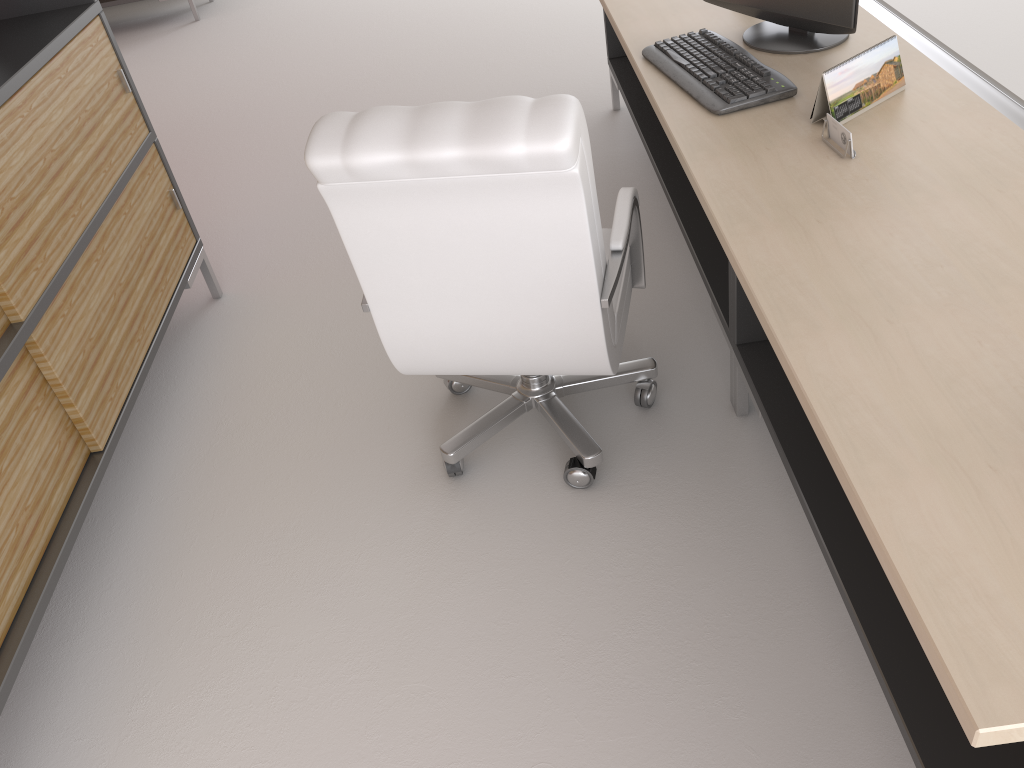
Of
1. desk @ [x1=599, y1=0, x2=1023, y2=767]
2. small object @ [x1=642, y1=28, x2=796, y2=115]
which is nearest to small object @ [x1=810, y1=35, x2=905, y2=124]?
desk @ [x1=599, y1=0, x2=1023, y2=767]

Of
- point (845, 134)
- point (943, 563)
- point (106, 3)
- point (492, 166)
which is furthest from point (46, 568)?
point (106, 3)

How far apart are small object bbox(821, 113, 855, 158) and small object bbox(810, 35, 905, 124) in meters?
0.1

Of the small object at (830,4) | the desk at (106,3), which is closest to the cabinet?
the small object at (830,4)

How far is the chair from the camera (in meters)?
2.54

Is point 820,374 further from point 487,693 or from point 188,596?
point 188,596

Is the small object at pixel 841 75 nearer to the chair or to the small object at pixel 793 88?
the small object at pixel 793 88

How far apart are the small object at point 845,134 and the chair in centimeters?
71cm

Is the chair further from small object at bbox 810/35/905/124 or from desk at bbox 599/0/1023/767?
small object at bbox 810/35/905/124

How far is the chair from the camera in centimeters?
254cm
